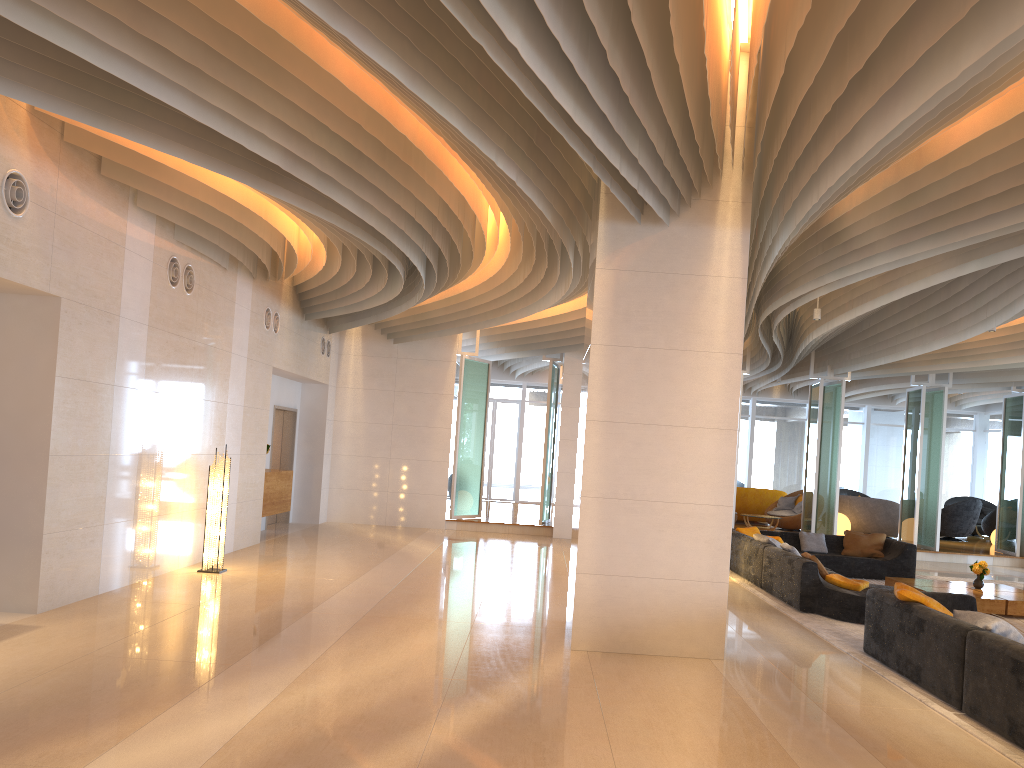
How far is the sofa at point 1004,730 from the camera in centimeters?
542cm

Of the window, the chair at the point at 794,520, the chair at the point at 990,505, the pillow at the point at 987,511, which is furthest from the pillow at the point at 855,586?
the chair at the point at 990,505

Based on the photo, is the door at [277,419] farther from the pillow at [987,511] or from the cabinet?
the pillow at [987,511]

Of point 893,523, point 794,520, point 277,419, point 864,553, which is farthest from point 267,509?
point 893,523

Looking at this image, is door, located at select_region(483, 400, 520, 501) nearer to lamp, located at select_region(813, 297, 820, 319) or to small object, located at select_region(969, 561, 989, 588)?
lamp, located at select_region(813, 297, 820, 319)

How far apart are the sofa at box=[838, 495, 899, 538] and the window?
4.4 meters

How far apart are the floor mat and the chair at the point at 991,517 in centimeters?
759cm

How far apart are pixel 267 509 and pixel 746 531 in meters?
7.4 m

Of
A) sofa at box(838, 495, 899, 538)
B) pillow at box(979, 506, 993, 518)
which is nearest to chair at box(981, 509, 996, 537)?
pillow at box(979, 506, 993, 518)

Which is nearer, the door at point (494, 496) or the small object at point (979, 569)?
the small object at point (979, 569)
